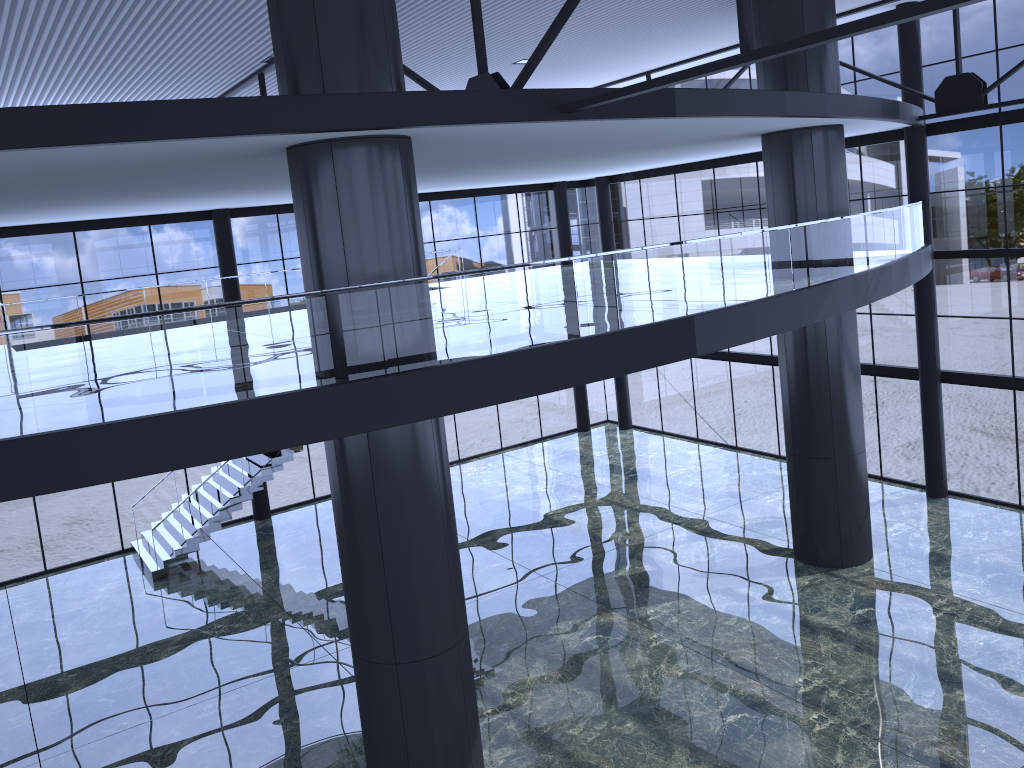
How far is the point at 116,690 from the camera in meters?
16.9
